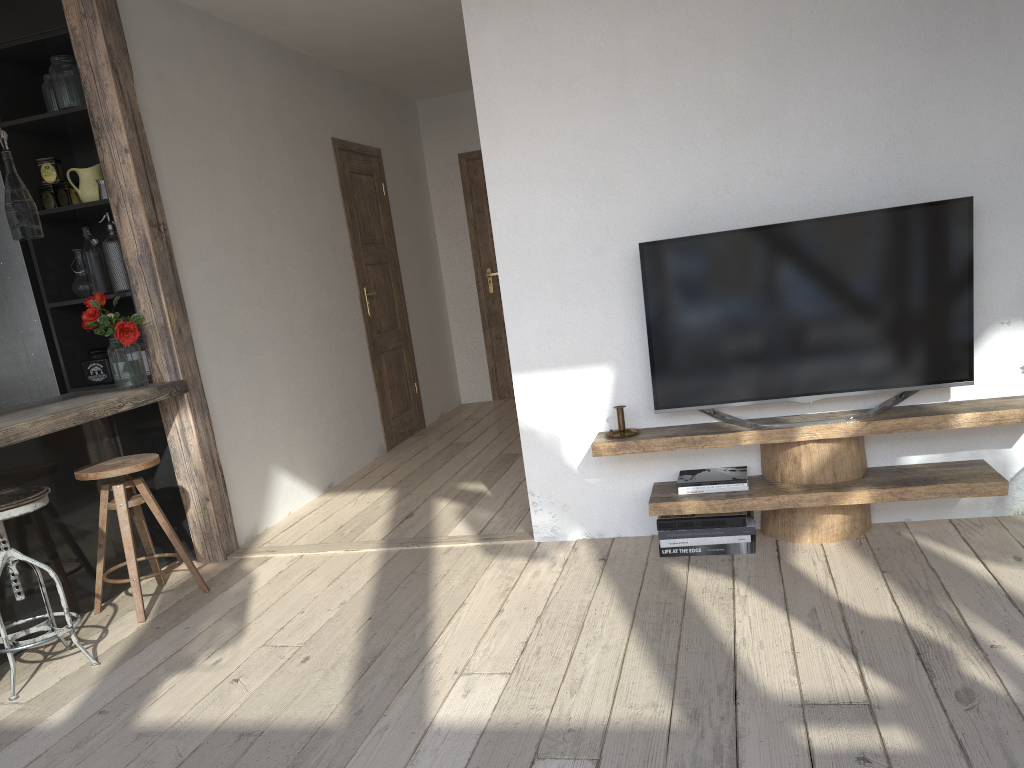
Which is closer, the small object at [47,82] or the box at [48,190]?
the small object at [47,82]

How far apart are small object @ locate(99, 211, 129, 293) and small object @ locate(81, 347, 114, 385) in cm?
32

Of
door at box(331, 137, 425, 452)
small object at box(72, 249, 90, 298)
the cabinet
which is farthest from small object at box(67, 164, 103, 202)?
door at box(331, 137, 425, 452)

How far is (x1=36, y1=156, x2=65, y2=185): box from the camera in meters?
4.0 m

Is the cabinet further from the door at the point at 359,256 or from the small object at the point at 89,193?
the door at the point at 359,256

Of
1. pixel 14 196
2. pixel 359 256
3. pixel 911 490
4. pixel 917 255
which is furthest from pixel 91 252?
pixel 911 490

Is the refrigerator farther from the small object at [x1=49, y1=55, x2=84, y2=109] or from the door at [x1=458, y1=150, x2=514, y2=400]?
the door at [x1=458, y1=150, x2=514, y2=400]

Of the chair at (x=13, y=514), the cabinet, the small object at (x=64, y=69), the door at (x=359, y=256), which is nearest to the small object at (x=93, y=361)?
the cabinet

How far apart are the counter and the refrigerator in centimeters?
23cm

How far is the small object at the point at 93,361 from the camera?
4.06m
